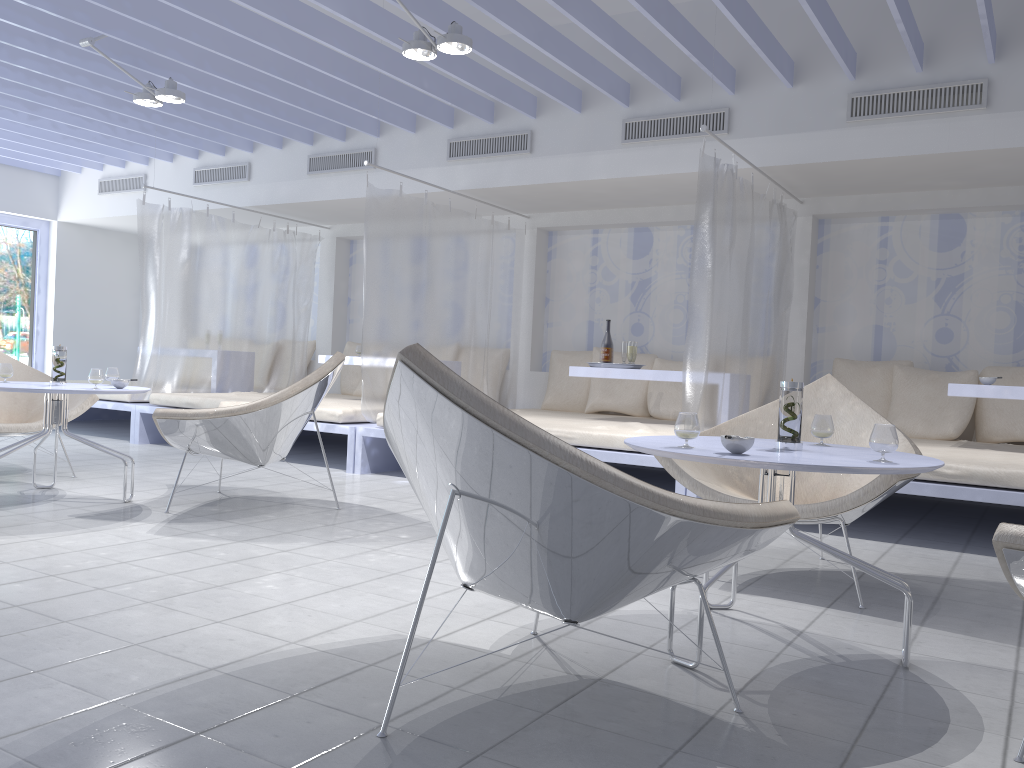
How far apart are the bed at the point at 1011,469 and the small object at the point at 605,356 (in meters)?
1.90

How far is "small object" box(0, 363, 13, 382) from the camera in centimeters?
418cm

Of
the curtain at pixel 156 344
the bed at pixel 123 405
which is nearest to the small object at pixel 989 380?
the curtain at pixel 156 344

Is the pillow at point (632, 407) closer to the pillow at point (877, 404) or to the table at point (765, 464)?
the pillow at point (877, 404)

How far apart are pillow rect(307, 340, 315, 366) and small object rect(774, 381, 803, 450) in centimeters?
668cm

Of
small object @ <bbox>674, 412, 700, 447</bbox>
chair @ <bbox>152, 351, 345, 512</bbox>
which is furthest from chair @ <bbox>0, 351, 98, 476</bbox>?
small object @ <bbox>674, 412, 700, 447</bbox>

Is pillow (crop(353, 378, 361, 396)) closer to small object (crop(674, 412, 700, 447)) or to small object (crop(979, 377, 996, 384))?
small object (crop(979, 377, 996, 384))

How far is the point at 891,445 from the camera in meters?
2.1 m

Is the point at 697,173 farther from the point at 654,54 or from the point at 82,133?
the point at 82,133

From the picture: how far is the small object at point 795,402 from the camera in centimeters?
240cm
